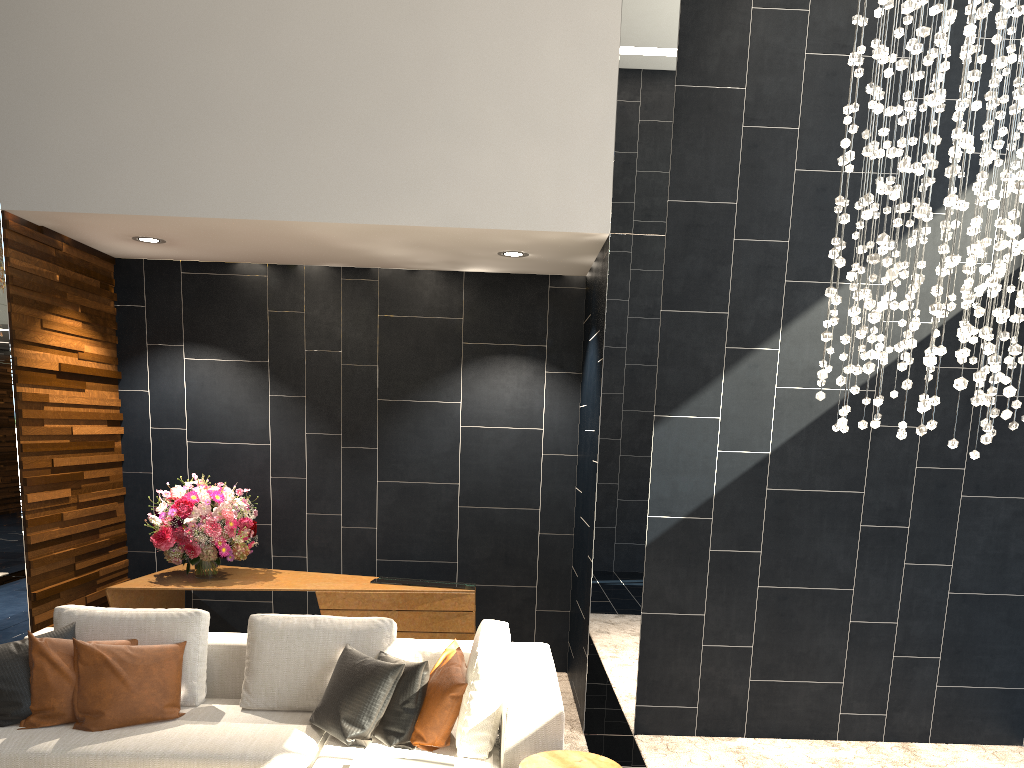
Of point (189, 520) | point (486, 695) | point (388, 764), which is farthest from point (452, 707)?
point (189, 520)

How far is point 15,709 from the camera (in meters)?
3.55

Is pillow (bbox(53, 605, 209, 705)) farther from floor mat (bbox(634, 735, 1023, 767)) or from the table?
floor mat (bbox(634, 735, 1023, 767))

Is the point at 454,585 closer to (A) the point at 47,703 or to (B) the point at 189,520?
(B) the point at 189,520

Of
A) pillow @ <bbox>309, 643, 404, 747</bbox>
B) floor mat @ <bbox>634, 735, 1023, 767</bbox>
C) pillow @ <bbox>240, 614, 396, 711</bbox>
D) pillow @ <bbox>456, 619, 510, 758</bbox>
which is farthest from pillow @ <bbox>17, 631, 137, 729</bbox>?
floor mat @ <bbox>634, 735, 1023, 767</bbox>

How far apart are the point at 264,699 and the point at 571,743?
1.72m

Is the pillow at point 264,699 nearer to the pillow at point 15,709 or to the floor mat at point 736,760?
the pillow at point 15,709

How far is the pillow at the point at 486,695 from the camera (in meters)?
3.32

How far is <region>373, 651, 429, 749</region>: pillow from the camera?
3.4m

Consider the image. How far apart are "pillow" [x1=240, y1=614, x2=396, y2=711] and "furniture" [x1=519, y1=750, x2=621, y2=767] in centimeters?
102cm
